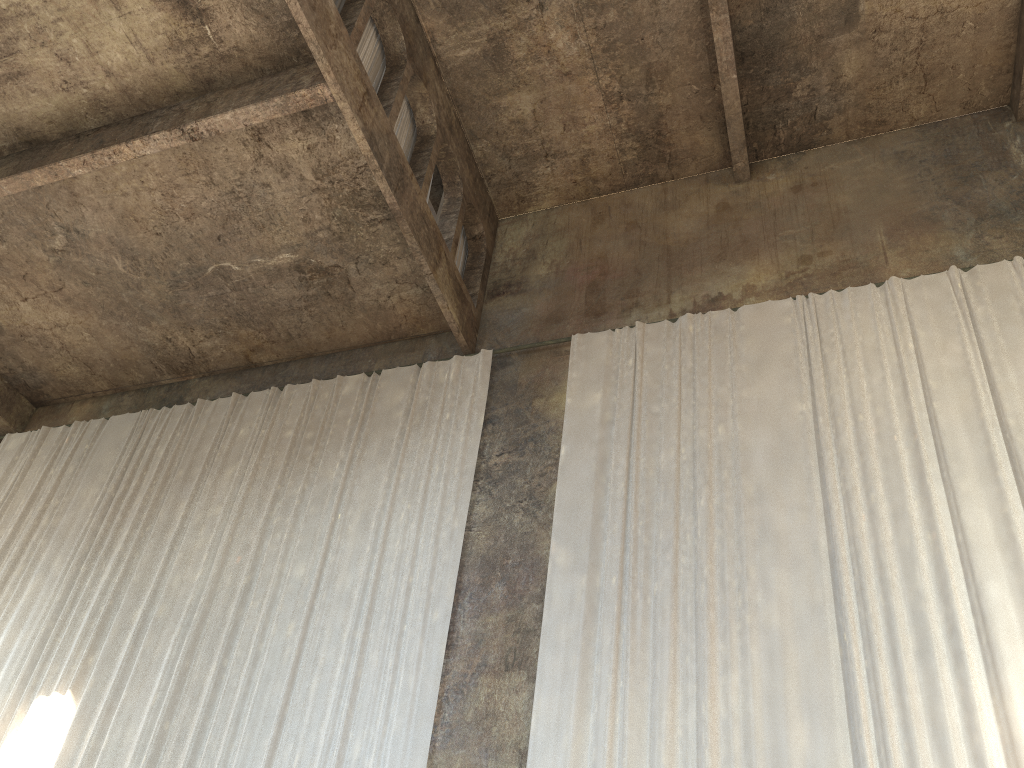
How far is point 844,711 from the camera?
6.51m

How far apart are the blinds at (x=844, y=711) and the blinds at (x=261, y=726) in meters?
1.0 m

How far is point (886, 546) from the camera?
7.3 meters

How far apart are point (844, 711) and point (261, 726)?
5.1 meters

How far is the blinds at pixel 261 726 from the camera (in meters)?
8.10

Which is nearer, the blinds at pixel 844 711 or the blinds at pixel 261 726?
the blinds at pixel 844 711

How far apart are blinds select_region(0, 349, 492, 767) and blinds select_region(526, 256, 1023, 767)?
1.0 meters

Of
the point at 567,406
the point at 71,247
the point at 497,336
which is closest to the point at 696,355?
the point at 567,406

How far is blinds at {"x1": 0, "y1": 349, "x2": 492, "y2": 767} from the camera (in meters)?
8.10
